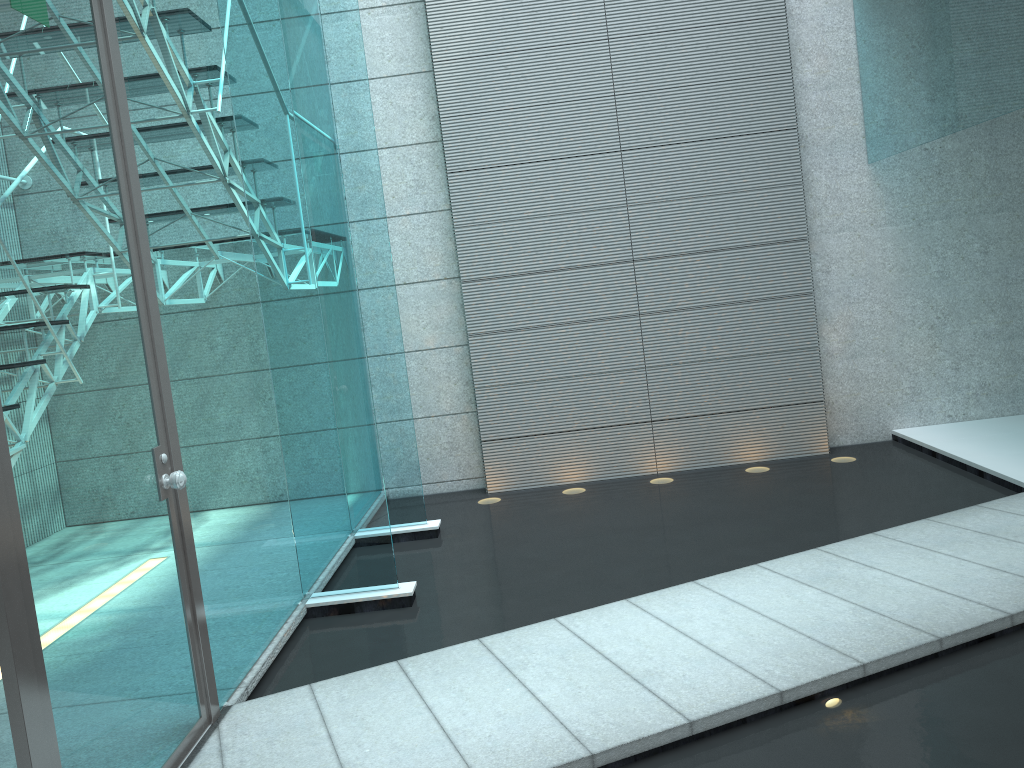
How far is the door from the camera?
1.8 meters

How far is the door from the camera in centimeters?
176cm

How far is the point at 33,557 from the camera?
1.8m
